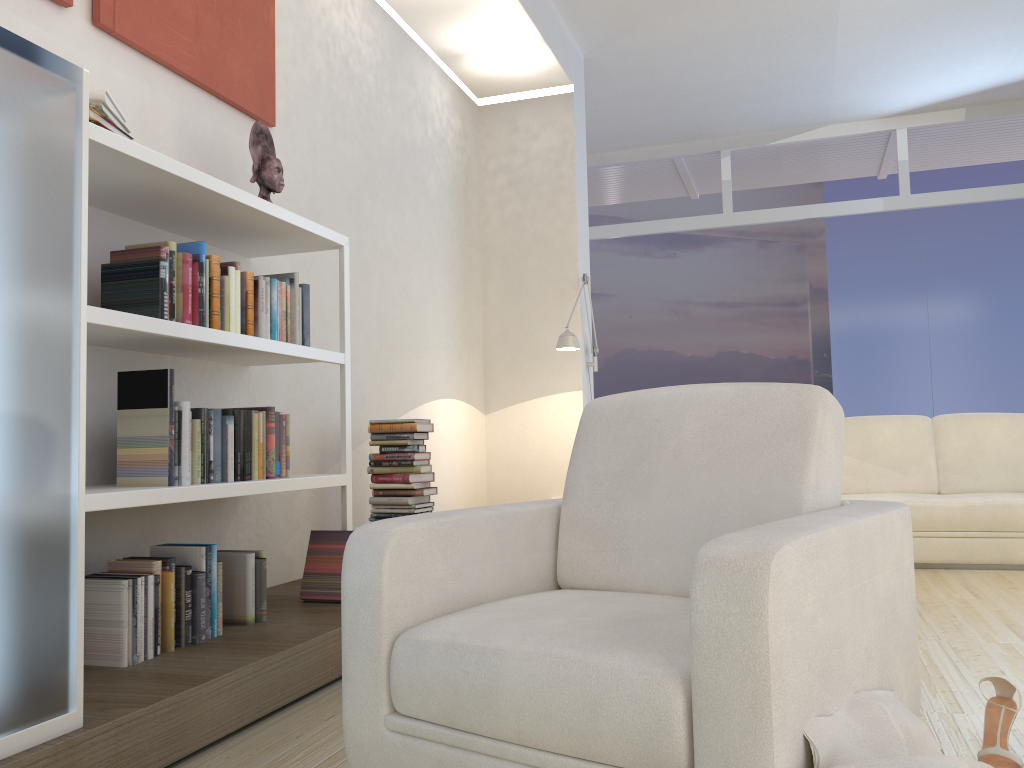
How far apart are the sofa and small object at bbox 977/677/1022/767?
2.90m

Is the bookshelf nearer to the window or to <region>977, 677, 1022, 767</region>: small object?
<region>977, 677, 1022, 767</region>: small object

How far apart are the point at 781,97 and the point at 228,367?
5.7 meters

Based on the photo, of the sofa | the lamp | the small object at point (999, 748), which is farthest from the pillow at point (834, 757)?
the lamp

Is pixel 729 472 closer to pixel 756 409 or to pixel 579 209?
pixel 756 409

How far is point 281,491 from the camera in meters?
3.0 m

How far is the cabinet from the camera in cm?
170

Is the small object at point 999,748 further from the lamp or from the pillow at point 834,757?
the lamp

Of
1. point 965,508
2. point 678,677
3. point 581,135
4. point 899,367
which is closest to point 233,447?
point 678,677

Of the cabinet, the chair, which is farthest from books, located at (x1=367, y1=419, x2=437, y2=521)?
the cabinet
